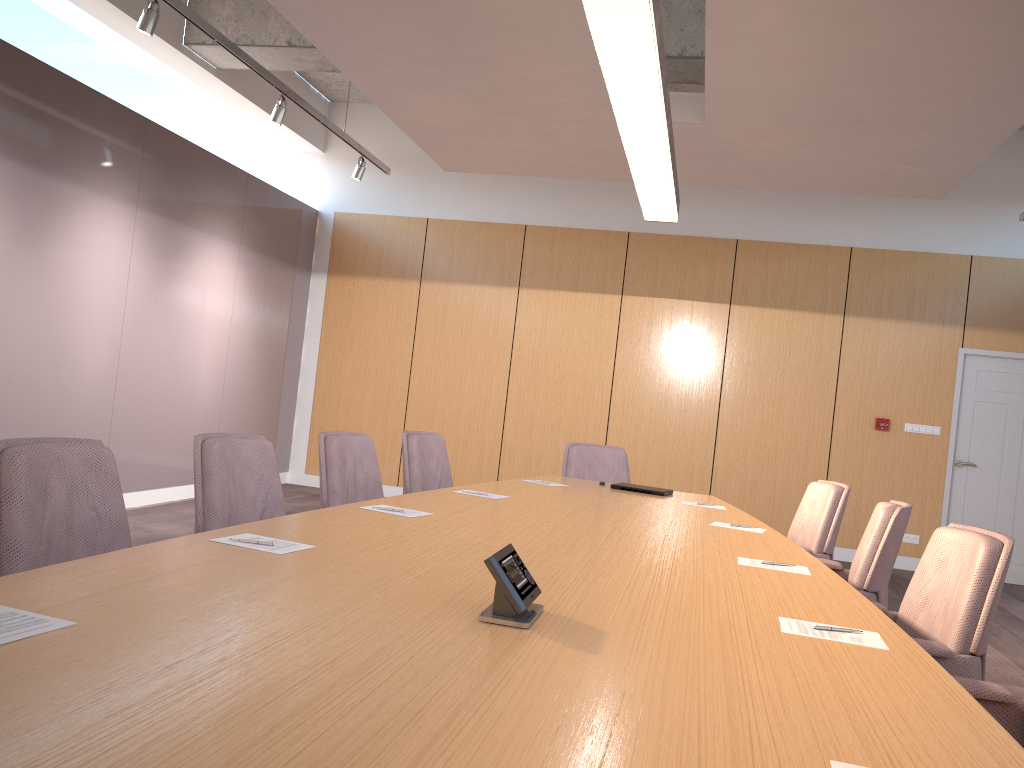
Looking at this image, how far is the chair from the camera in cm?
234

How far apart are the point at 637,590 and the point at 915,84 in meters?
3.6 m

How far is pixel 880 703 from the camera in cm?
158

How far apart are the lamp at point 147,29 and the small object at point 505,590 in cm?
406

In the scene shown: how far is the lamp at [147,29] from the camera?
4.74m

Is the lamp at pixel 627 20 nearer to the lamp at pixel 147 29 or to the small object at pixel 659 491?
the small object at pixel 659 491

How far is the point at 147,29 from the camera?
4.7 meters

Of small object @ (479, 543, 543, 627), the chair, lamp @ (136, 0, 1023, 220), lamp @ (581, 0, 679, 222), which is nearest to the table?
small object @ (479, 543, 543, 627)

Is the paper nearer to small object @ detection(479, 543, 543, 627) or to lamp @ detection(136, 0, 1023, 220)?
small object @ detection(479, 543, 543, 627)

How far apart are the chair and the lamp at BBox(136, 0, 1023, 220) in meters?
2.4
